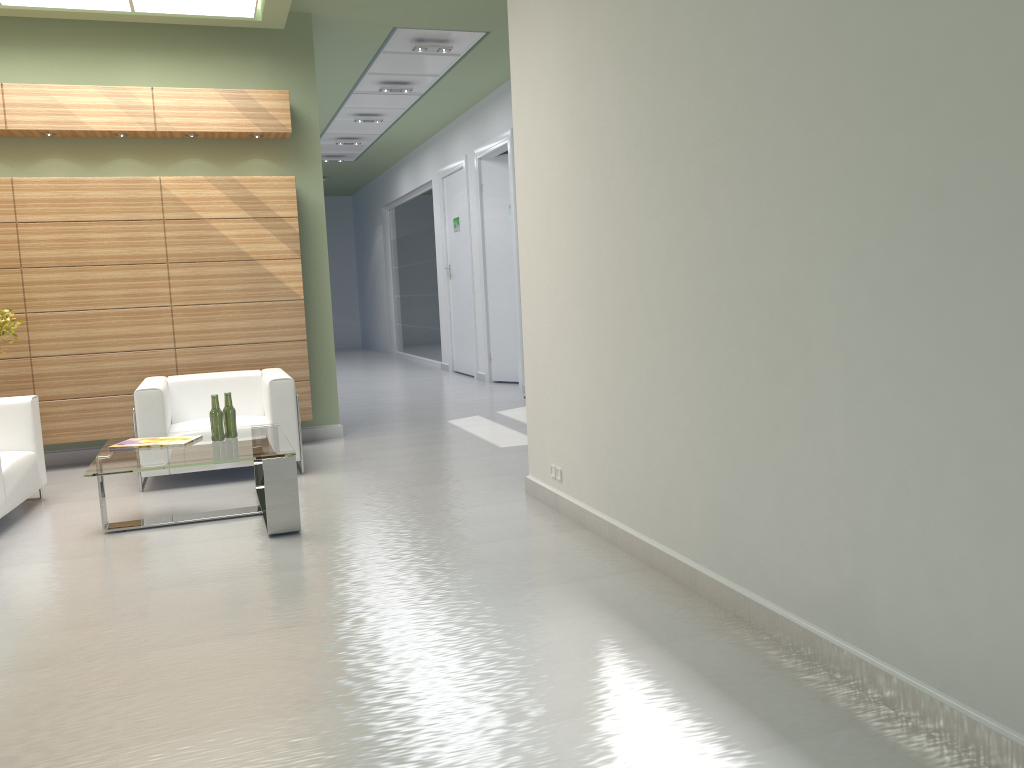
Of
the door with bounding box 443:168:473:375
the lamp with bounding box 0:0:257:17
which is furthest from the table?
the door with bounding box 443:168:473:375

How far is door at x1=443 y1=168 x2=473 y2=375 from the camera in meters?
22.1

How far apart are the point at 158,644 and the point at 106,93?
8.8m

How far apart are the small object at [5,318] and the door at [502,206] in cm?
1121

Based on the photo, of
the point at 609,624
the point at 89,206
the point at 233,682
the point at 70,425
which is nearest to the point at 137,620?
the point at 233,682

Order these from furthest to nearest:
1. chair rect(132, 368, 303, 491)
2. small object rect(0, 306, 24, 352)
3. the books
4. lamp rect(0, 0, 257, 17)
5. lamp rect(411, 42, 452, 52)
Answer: lamp rect(411, 42, 452, 52) → lamp rect(0, 0, 257, 17) → small object rect(0, 306, 24, 352) → chair rect(132, 368, 303, 491) → the books

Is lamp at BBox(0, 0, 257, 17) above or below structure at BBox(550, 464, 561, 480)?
above

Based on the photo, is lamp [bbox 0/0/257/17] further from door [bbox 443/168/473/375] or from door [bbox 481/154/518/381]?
door [bbox 443/168/473/375]

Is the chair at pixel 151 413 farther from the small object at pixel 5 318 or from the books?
the small object at pixel 5 318

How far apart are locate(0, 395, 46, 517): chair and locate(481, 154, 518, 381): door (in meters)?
11.52
